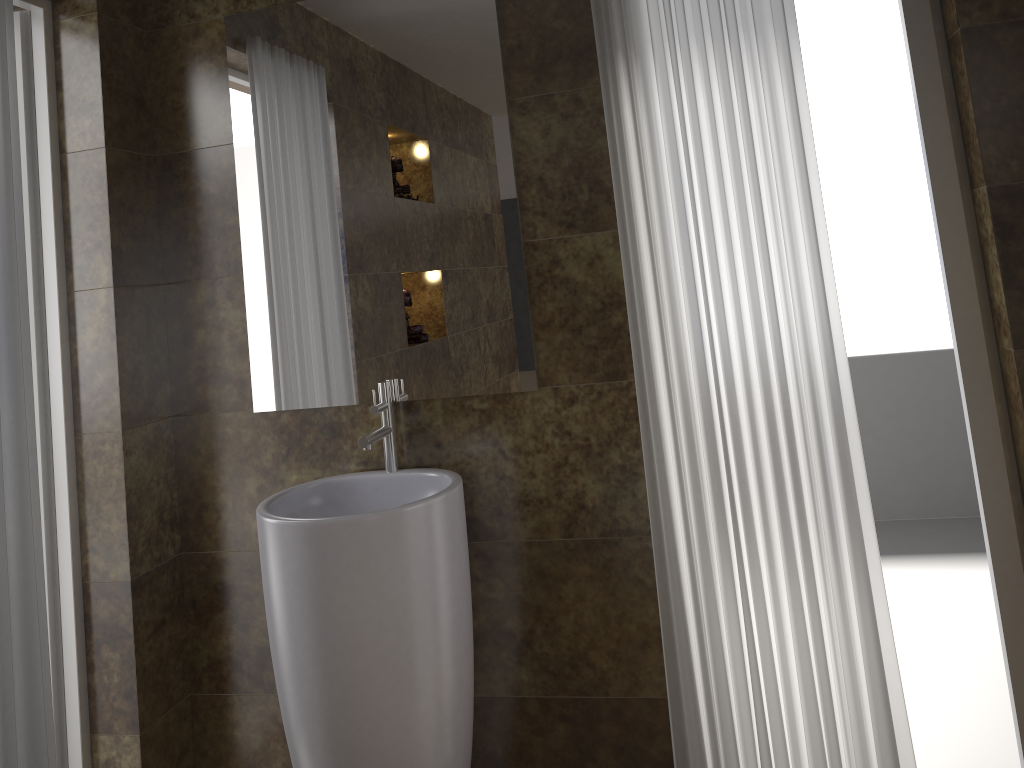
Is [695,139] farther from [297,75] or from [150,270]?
[150,270]

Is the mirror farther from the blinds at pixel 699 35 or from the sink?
the blinds at pixel 699 35

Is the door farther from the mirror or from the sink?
the sink

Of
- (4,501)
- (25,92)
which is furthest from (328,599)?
(25,92)

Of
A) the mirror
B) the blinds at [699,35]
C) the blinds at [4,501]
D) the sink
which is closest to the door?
the blinds at [4,501]

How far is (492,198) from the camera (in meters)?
2.11

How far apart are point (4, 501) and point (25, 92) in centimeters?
103cm

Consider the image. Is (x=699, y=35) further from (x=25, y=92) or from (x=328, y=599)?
(x=25, y=92)

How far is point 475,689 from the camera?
2.3m

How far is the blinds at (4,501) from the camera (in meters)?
1.80
